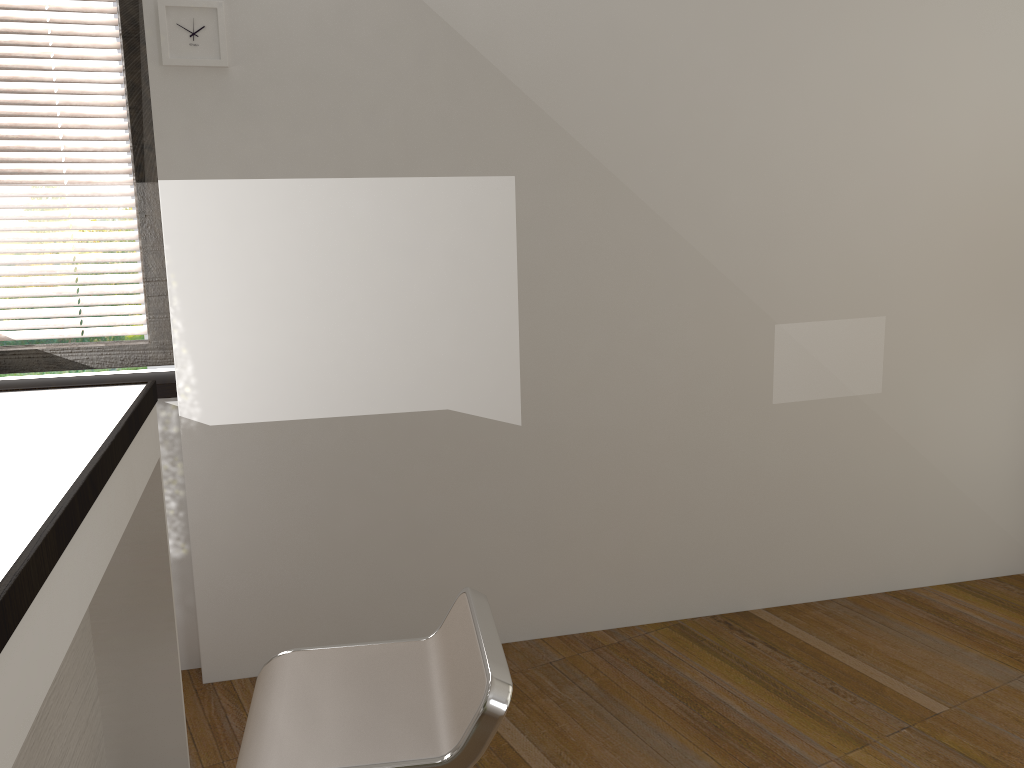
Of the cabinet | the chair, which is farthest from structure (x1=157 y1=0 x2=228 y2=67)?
the chair

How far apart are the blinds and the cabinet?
0.8m

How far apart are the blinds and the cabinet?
0.8 meters

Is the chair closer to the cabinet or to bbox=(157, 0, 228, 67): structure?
A: the cabinet

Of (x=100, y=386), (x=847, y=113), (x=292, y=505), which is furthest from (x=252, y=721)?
(x=847, y=113)

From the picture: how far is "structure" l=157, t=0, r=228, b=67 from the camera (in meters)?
2.54

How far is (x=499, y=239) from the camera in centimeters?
292cm

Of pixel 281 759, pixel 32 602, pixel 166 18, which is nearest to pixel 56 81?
pixel 166 18

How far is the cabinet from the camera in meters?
1.1

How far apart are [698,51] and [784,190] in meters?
0.6 m
